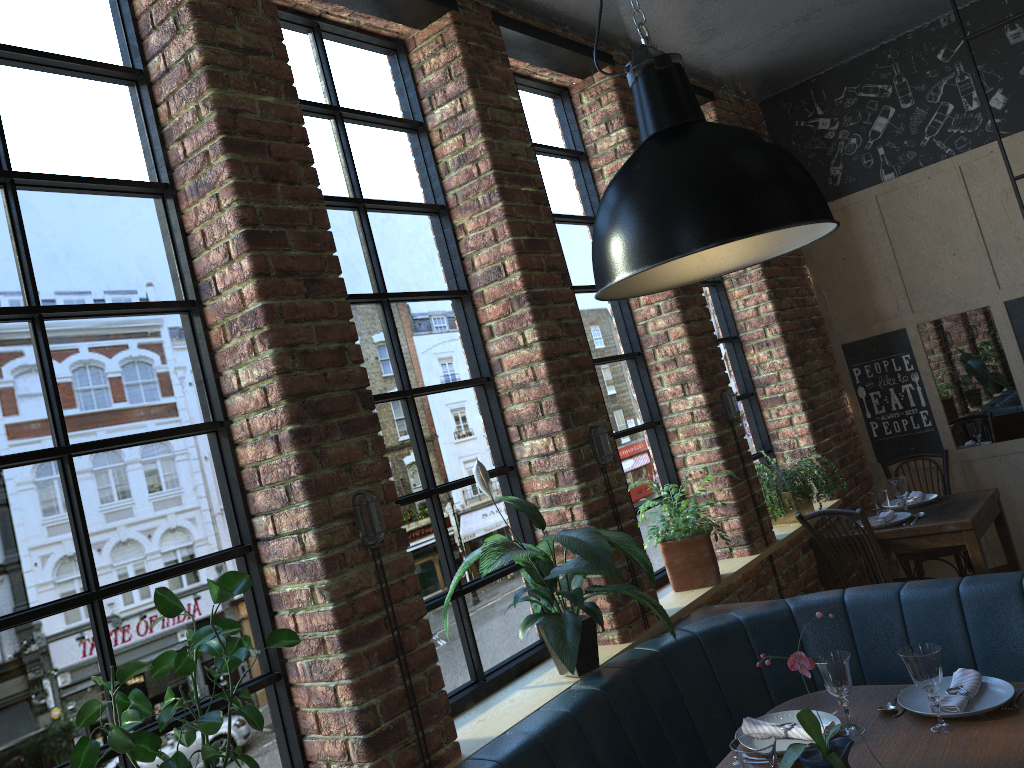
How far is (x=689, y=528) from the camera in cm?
369

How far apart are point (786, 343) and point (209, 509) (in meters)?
3.77

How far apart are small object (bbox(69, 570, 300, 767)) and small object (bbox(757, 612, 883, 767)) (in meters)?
1.08

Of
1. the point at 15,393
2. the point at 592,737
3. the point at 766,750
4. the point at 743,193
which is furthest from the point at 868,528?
the point at 15,393

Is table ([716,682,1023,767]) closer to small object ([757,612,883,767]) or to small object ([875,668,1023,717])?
small object ([875,668,1023,717])

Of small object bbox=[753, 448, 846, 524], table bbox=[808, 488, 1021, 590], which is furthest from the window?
table bbox=[808, 488, 1021, 590]

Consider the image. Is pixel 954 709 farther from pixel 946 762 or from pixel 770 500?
pixel 770 500

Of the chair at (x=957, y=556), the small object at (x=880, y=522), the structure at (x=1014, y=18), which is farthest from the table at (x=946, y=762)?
the chair at (x=957, y=556)

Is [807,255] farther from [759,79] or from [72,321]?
[72,321]

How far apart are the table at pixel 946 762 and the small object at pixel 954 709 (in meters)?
0.01
